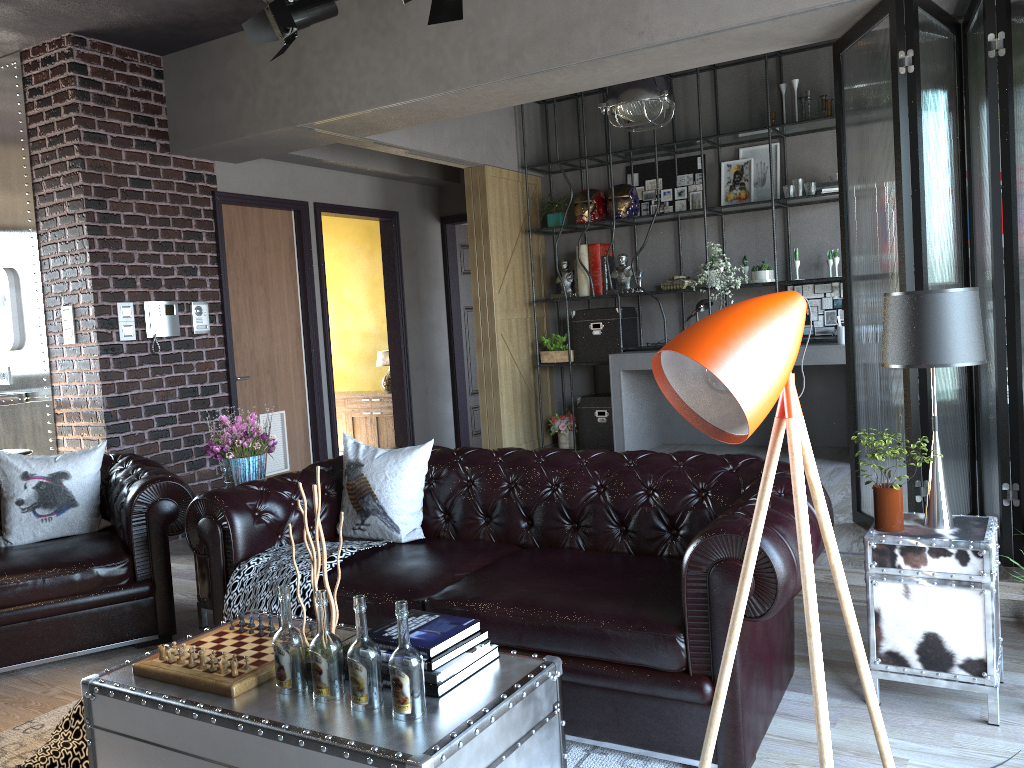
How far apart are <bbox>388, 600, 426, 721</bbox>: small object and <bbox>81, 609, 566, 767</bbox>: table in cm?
2

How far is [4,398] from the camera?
6.1 meters

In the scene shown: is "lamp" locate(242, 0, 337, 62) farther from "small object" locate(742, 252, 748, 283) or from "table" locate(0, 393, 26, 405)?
"small object" locate(742, 252, 748, 283)

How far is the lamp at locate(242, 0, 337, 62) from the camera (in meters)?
4.75

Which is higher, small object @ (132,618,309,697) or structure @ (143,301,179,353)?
structure @ (143,301,179,353)

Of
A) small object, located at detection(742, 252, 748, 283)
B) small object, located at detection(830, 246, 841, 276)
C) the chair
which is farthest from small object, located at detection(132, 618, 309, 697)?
small object, located at detection(742, 252, 748, 283)

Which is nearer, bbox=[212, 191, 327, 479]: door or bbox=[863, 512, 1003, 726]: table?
bbox=[863, 512, 1003, 726]: table

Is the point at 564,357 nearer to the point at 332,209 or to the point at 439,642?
the point at 332,209

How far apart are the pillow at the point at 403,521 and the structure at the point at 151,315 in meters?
2.7

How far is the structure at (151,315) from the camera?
6.19m
